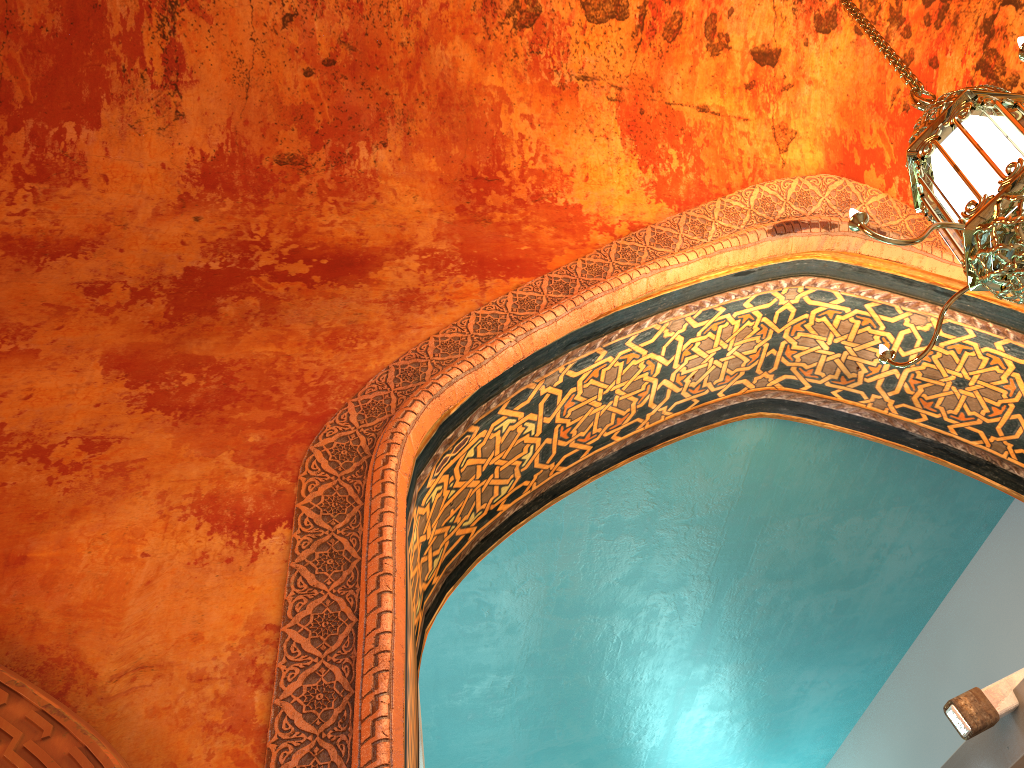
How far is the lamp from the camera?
2.4m

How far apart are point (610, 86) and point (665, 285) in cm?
105

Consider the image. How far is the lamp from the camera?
2.4m

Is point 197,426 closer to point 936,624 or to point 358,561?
point 358,561
